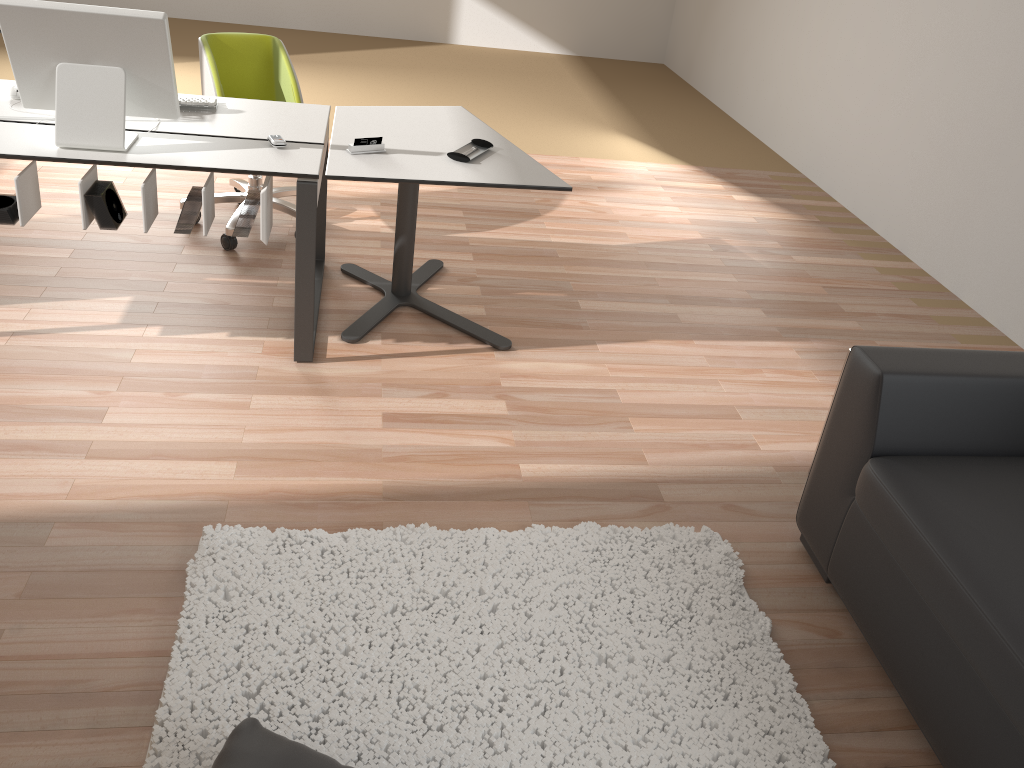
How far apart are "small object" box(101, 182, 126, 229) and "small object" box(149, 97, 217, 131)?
0.49m

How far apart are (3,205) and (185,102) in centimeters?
72cm

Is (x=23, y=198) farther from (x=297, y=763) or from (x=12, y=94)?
(x=297, y=763)

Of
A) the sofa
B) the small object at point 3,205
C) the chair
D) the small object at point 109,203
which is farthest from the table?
the sofa

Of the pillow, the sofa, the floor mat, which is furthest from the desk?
the sofa

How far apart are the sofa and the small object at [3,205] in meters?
2.5 m

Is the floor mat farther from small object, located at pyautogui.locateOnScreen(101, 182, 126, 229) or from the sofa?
small object, located at pyautogui.locateOnScreen(101, 182, 126, 229)

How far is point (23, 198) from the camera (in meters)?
2.66

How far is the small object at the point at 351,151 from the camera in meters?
2.9

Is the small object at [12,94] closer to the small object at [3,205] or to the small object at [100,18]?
the small object at [100,18]
